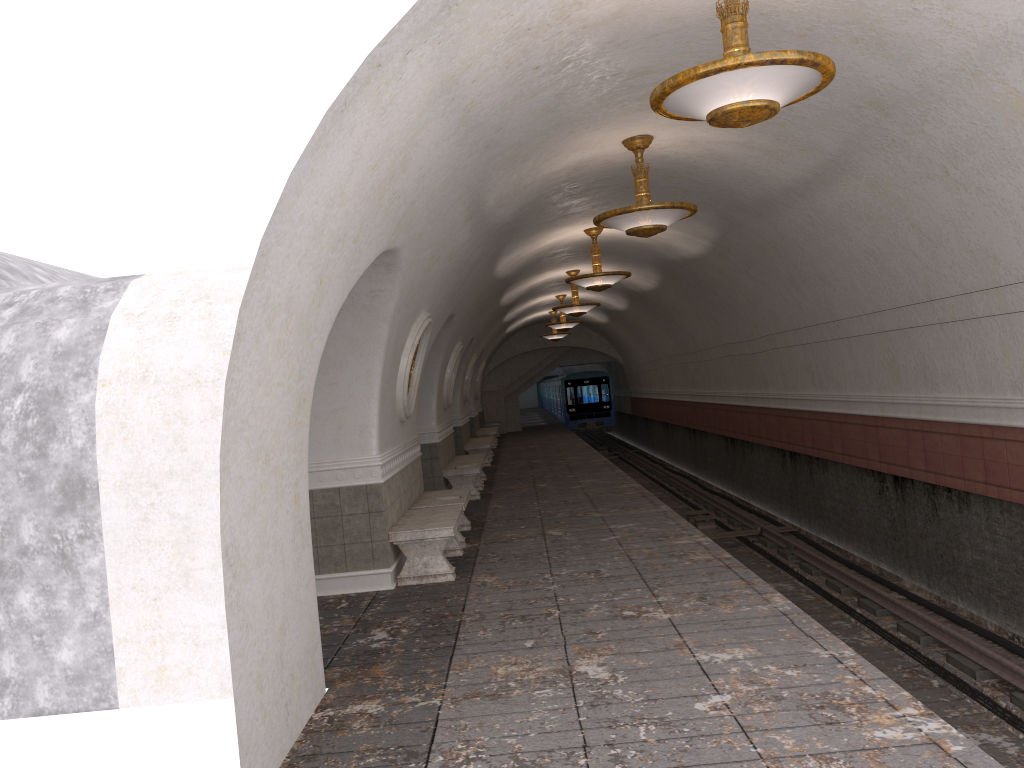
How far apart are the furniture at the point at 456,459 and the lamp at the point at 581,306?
3.61m

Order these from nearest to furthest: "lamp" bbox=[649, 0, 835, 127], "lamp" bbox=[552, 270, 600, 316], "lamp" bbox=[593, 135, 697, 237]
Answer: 1. "lamp" bbox=[649, 0, 835, 127]
2. "lamp" bbox=[593, 135, 697, 237]
3. "lamp" bbox=[552, 270, 600, 316]

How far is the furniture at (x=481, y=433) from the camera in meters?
26.2 m

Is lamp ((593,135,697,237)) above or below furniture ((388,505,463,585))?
above

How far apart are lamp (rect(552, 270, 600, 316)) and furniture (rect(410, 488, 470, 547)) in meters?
7.6 m

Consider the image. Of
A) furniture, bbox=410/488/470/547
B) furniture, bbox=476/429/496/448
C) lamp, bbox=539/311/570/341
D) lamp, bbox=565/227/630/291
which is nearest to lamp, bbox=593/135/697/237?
furniture, bbox=410/488/470/547

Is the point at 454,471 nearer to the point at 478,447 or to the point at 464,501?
the point at 464,501

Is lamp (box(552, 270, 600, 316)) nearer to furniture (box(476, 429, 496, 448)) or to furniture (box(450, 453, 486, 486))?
furniture (box(450, 453, 486, 486))

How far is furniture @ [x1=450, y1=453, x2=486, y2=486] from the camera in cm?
1641

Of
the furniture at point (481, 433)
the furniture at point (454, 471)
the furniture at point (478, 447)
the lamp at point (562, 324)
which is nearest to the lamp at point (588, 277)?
the furniture at point (454, 471)
